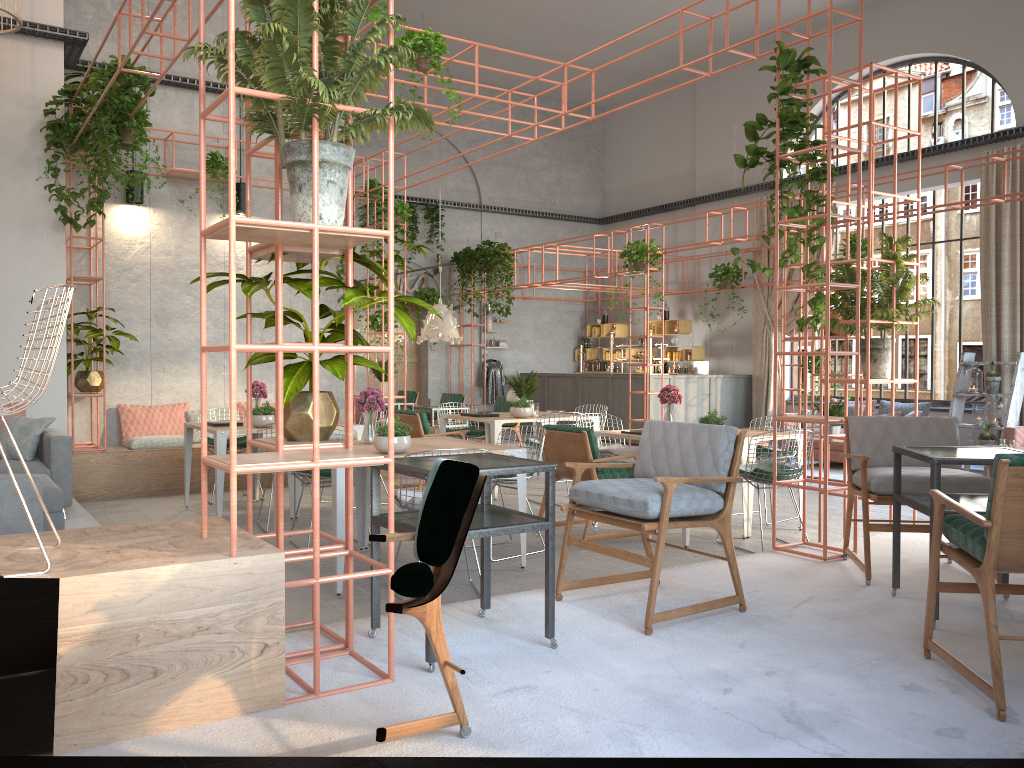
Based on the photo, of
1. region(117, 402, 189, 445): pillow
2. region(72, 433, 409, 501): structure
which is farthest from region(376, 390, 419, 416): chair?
region(117, 402, 189, 445): pillow

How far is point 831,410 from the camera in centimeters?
1052cm

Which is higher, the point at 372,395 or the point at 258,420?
the point at 372,395

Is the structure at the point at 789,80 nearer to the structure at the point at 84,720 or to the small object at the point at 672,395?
the structure at the point at 84,720

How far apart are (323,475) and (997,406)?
9.5m

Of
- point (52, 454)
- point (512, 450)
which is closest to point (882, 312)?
point (512, 450)

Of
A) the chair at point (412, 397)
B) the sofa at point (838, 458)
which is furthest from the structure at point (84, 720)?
the chair at point (412, 397)

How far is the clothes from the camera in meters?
18.5 m

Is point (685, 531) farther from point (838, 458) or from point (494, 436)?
point (838, 458)

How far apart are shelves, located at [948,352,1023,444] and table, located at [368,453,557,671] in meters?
10.1 m
